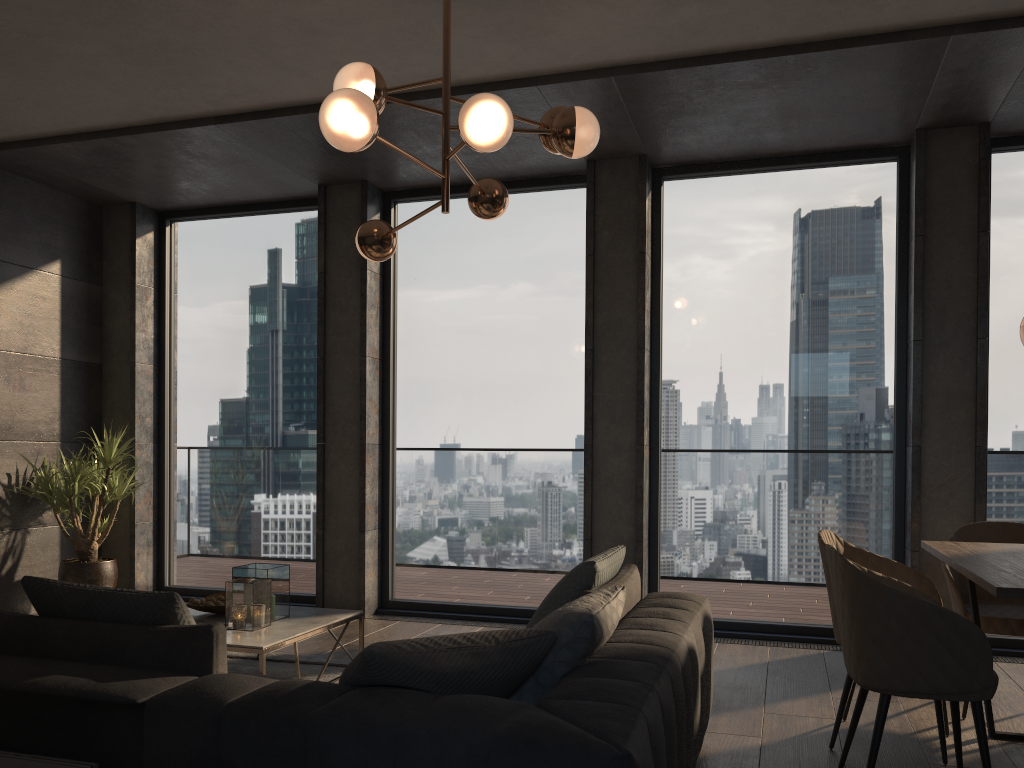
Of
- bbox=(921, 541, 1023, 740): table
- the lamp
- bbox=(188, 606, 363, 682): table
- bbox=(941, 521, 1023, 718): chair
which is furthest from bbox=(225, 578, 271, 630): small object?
bbox=(941, 521, 1023, 718): chair

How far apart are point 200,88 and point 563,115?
2.4m

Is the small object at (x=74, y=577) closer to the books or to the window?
the window

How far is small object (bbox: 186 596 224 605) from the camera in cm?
433

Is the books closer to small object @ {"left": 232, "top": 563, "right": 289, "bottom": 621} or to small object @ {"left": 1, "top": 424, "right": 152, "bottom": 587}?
small object @ {"left": 232, "top": 563, "right": 289, "bottom": 621}

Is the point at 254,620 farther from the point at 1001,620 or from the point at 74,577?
the point at 1001,620

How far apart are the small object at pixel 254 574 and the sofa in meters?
1.3

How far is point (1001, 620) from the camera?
3.7m

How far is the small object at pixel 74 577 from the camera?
5.90m

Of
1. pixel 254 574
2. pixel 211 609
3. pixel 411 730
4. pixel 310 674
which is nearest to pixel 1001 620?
pixel 411 730
